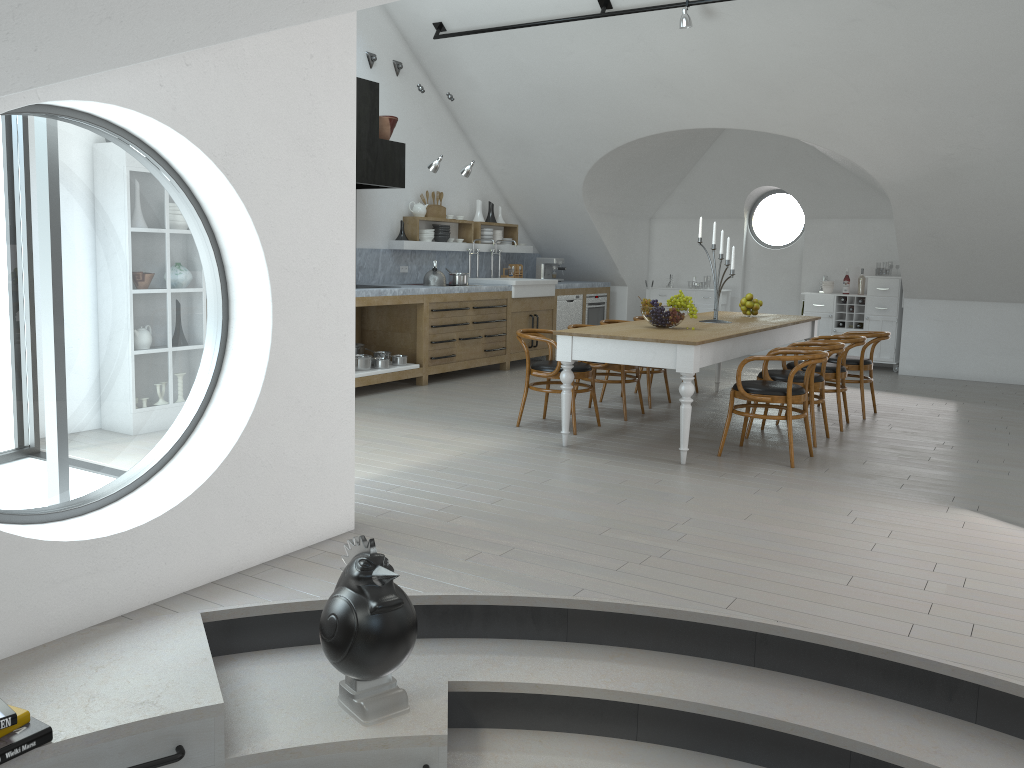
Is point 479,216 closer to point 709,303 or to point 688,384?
point 709,303

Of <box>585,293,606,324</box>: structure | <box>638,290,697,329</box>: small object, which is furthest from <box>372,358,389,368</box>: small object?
<box>585,293,606,324</box>: structure

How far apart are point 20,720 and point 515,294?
8.0 meters

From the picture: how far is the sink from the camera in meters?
10.0

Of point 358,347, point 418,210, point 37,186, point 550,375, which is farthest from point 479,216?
point 37,186

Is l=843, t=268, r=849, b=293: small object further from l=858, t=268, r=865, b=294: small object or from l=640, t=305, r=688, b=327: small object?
l=640, t=305, r=688, b=327: small object

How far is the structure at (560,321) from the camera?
11.0 meters

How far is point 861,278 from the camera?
11.0 meters

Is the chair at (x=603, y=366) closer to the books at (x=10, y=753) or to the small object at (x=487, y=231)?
the small object at (x=487, y=231)

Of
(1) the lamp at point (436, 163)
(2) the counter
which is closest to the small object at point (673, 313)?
(2) the counter
